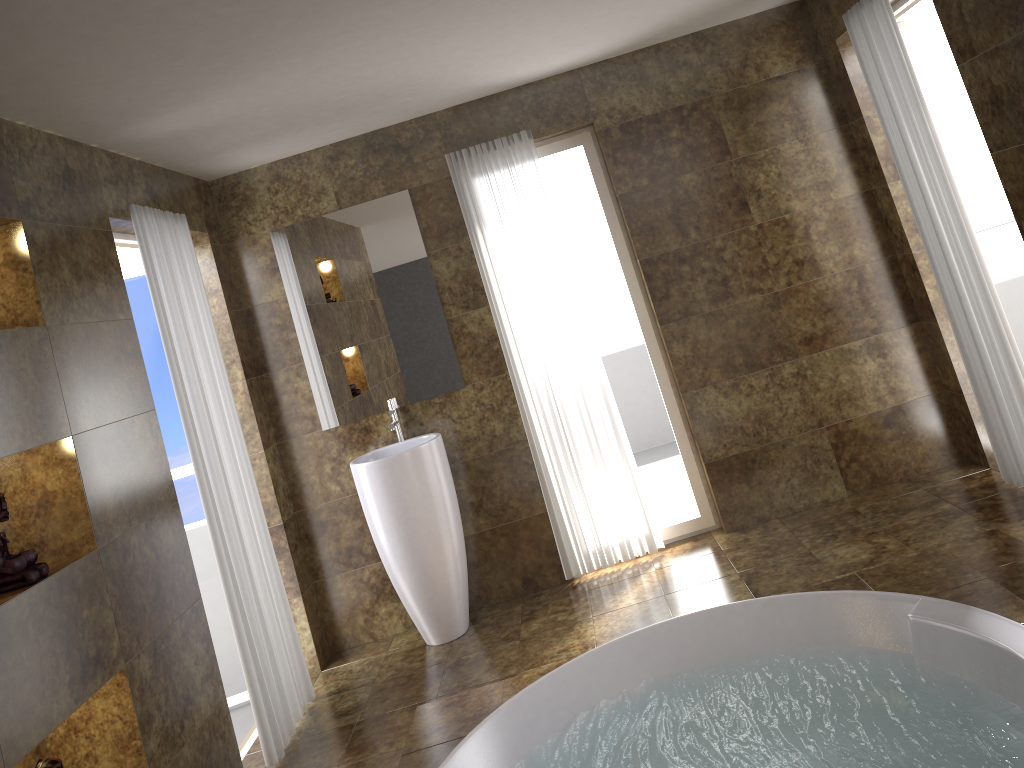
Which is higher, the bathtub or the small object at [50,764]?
the small object at [50,764]

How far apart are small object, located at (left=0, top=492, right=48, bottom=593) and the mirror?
2.1m

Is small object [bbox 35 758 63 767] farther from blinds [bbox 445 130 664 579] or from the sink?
blinds [bbox 445 130 664 579]

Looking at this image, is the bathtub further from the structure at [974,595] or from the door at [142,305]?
the door at [142,305]

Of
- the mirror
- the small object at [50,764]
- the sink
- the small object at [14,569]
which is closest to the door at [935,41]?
the mirror

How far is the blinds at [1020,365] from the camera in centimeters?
354cm

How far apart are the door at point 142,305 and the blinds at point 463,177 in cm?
163

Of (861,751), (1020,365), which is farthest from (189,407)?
(1020,365)

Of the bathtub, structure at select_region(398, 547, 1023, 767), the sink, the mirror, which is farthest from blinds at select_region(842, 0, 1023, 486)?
the sink

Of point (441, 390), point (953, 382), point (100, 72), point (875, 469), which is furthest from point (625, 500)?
point (100, 72)
